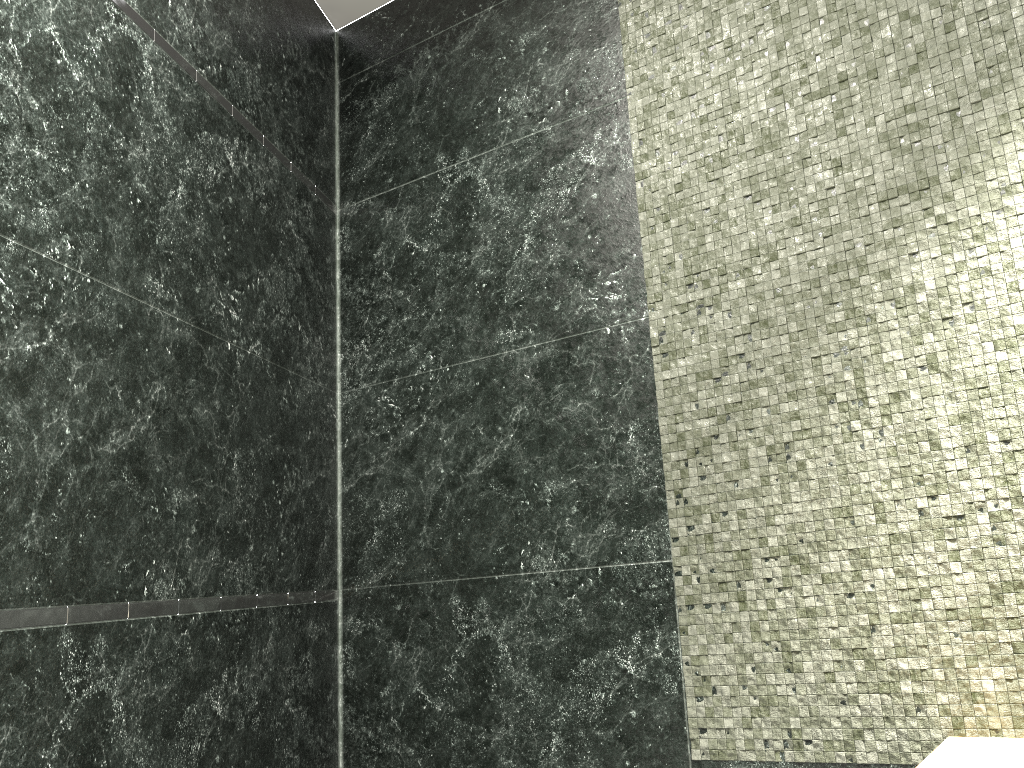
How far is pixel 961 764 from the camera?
1.29m

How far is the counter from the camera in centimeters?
129cm

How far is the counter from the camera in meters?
1.3
